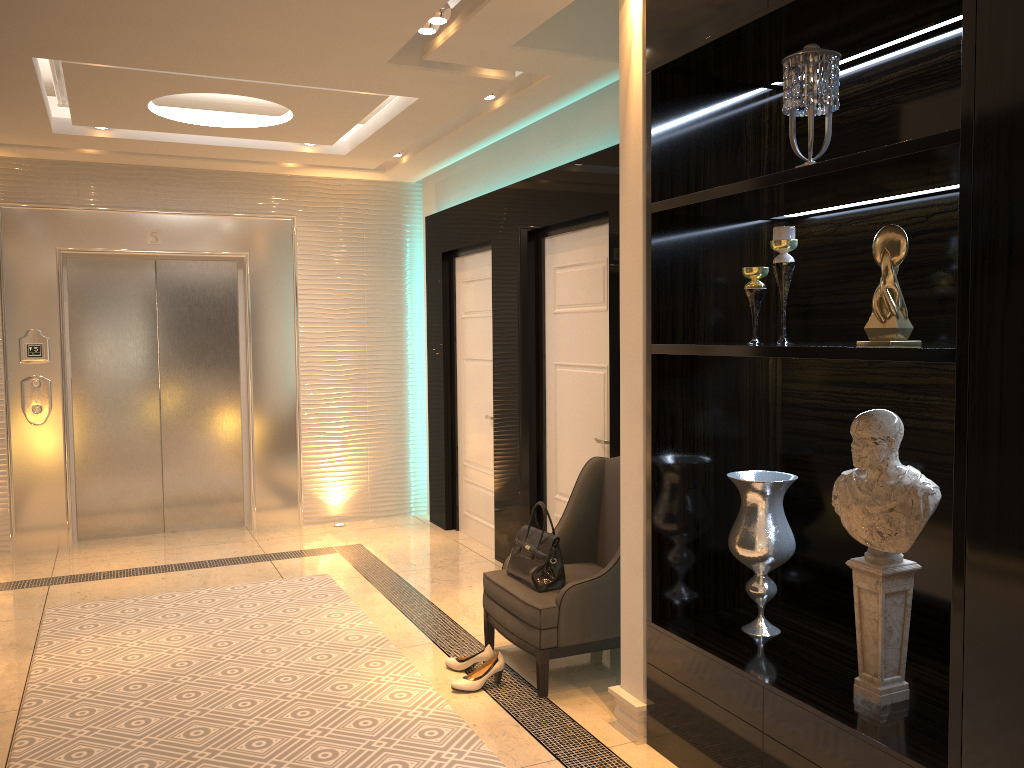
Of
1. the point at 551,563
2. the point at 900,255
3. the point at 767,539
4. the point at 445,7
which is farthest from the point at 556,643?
the point at 445,7

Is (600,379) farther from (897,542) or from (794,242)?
(897,542)

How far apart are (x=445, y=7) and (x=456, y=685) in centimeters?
268cm

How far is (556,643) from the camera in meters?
3.5

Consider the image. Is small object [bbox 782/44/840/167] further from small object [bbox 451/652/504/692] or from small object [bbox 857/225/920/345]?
small object [bbox 451/652/504/692]

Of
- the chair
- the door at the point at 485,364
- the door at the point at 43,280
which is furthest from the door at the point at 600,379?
the door at the point at 43,280

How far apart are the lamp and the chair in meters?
2.0 m

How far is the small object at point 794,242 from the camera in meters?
2.6 m

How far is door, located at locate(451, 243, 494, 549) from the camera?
5.9m

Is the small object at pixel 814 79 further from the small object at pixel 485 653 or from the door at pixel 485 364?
the door at pixel 485 364
